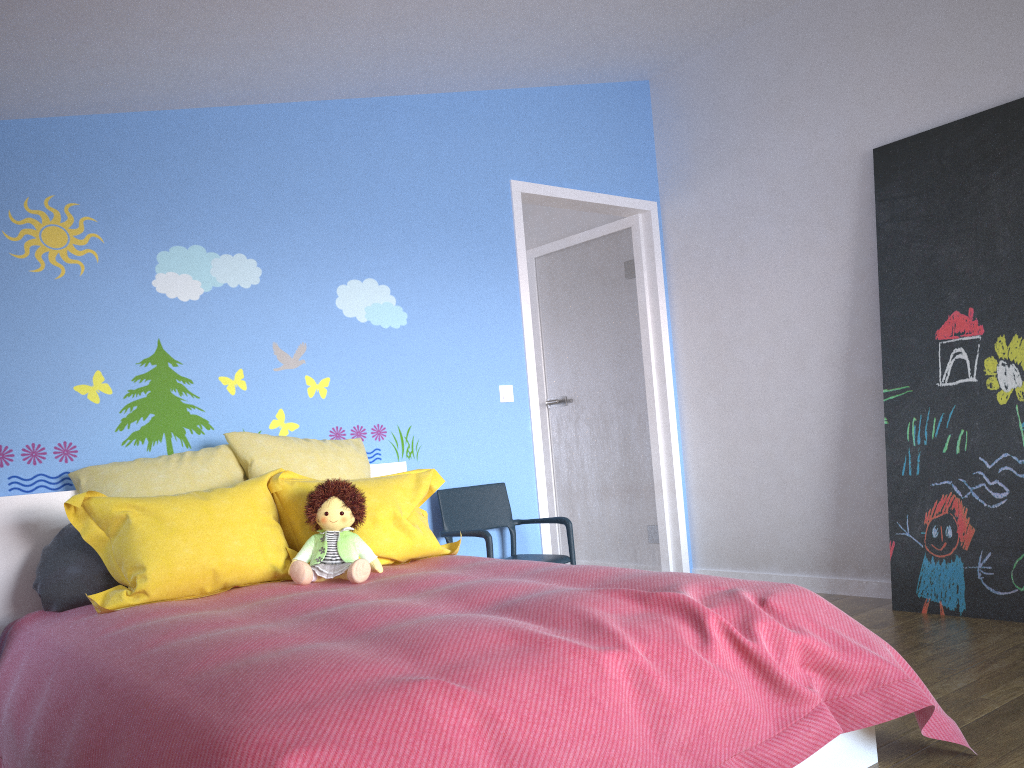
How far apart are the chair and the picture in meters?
1.4 m

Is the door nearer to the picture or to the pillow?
the pillow

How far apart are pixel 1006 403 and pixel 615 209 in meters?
2.2 m

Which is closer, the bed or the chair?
the bed

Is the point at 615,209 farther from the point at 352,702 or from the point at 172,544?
the point at 352,702

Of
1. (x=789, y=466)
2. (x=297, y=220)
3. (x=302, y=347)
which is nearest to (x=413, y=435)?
(x=302, y=347)

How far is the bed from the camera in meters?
1.4 m

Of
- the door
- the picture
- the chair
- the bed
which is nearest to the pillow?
the bed

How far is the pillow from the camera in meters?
2.5 m

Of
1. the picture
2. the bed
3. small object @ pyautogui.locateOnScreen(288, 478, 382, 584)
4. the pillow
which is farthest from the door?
small object @ pyautogui.locateOnScreen(288, 478, 382, 584)
